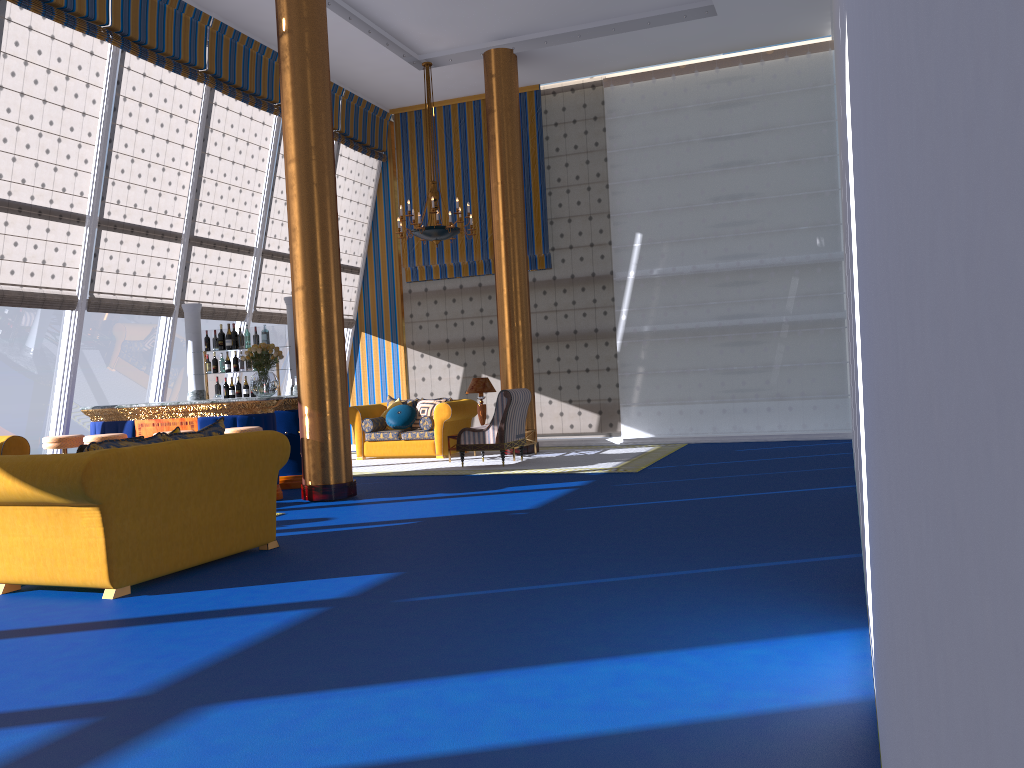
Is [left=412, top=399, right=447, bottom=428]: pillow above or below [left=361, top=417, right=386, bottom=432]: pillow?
above

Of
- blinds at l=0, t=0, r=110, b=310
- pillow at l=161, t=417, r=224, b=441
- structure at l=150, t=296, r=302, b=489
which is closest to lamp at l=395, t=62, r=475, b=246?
structure at l=150, t=296, r=302, b=489

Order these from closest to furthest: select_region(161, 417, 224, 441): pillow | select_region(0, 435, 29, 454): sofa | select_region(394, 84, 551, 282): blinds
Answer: select_region(161, 417, 224, 441): pillow, select_region(0, 435, 29, 454): sofa, select_region(394, 84, 551, 282): blinds

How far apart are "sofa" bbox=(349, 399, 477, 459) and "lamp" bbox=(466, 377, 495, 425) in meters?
0.5 m

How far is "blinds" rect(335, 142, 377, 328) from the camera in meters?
14.7 m

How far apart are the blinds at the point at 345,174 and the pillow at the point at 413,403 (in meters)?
2.28

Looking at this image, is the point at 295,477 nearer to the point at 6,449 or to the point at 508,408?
the point at 508,408

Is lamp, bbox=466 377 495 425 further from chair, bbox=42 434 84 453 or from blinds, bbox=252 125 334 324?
chair, bbox=42 434 84 453

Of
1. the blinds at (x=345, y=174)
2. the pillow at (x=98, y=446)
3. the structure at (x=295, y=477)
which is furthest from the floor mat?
the pillow at (x=98, y=446)

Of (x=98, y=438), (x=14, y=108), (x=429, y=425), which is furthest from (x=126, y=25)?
(x=429, y=425)
